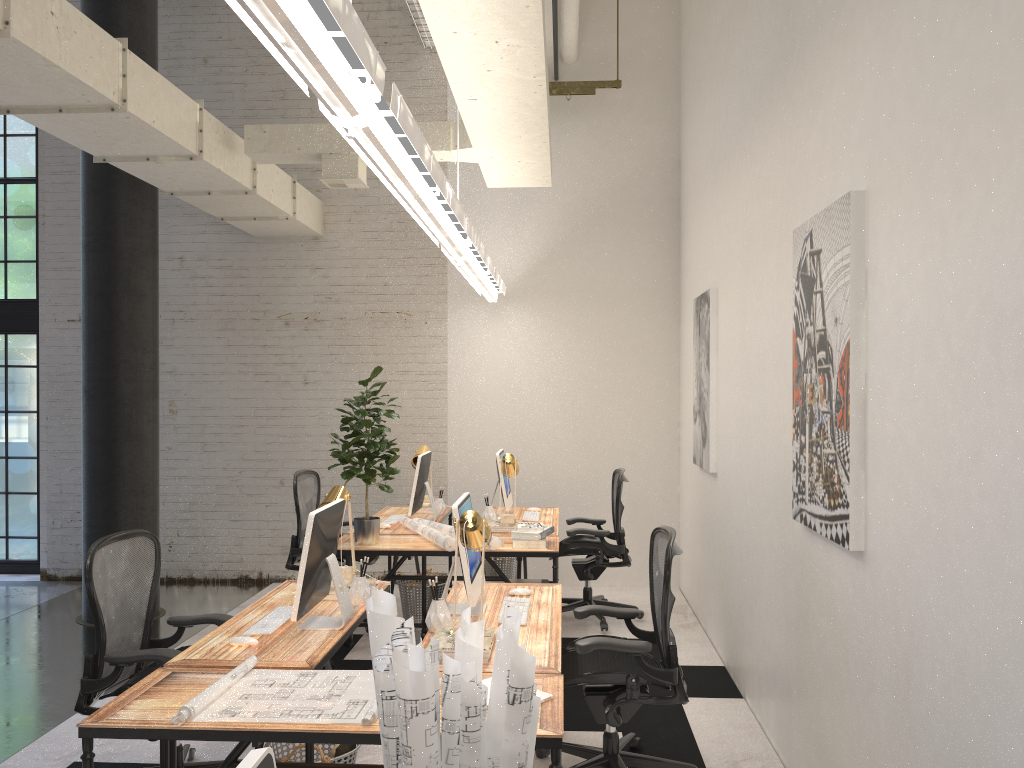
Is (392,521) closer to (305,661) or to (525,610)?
(525,610)

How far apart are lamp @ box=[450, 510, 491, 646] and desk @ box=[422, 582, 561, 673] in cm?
17

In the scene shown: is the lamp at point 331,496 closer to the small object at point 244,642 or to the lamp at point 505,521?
the small object at point 244,642

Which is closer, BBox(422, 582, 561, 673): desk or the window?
BBox(422, 582, 561, 673): desk

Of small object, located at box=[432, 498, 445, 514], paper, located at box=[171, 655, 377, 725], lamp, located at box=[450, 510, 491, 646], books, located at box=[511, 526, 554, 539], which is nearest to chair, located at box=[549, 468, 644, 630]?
books, located at box=[511, 526, 554, 539]

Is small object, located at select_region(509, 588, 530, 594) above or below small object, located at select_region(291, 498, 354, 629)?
below

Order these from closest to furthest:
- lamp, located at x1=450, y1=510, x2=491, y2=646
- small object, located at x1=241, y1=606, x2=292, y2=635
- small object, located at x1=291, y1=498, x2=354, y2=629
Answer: lamp, located at x1=450, y1=510, x2=491, y2=646
small object, located at x1=291, y1=498, x2=354, y2=629
small object, located at x1=241, y1=606, x2=292, y2=635

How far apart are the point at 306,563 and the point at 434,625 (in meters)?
0.55

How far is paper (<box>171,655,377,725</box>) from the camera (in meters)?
2.56

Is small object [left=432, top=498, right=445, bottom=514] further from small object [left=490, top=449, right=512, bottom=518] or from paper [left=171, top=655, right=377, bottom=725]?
paper [left=171, top=655, right=377, bottom=725]
